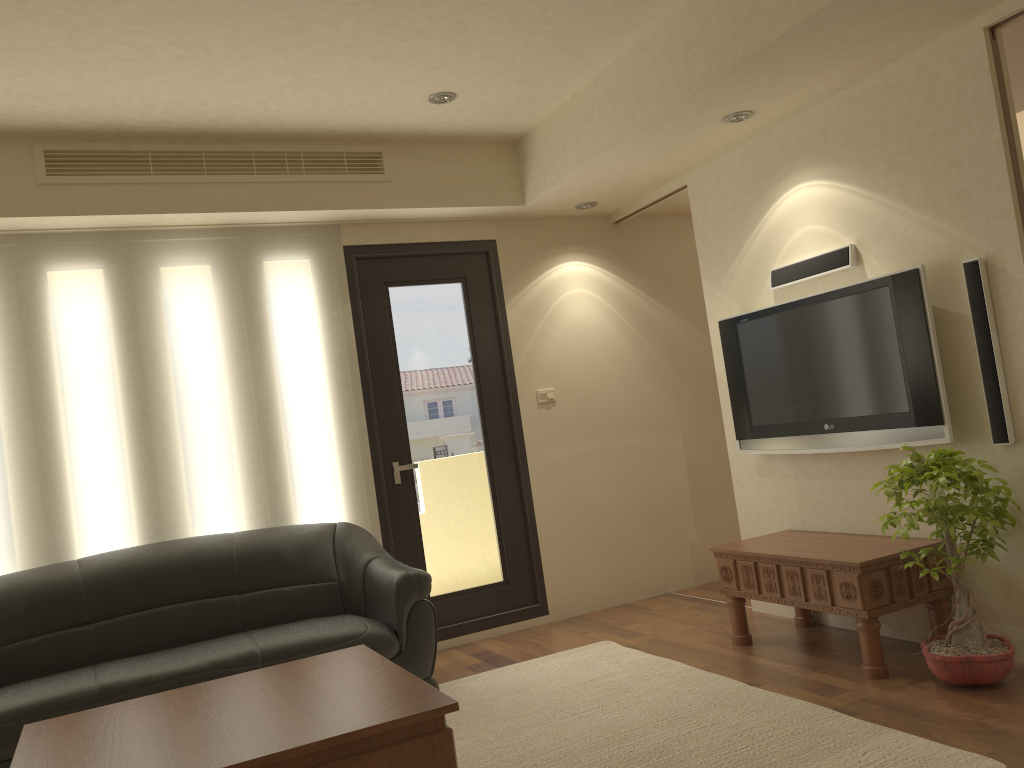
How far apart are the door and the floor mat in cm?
76

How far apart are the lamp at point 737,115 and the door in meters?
1.9

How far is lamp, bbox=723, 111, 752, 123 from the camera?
4.3m

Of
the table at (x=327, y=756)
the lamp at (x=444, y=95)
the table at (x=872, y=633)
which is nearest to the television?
the table at (x=872, y=633)

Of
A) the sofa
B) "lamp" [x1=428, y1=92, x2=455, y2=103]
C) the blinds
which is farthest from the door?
"lamp" [x1=428, y1=92, x2=455, y2=103]

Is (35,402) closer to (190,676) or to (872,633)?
(190,676)

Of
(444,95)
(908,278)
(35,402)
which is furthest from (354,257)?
(908,278)

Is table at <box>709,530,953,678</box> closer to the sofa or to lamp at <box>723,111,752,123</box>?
the sofa

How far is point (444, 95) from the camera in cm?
457

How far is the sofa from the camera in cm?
372
